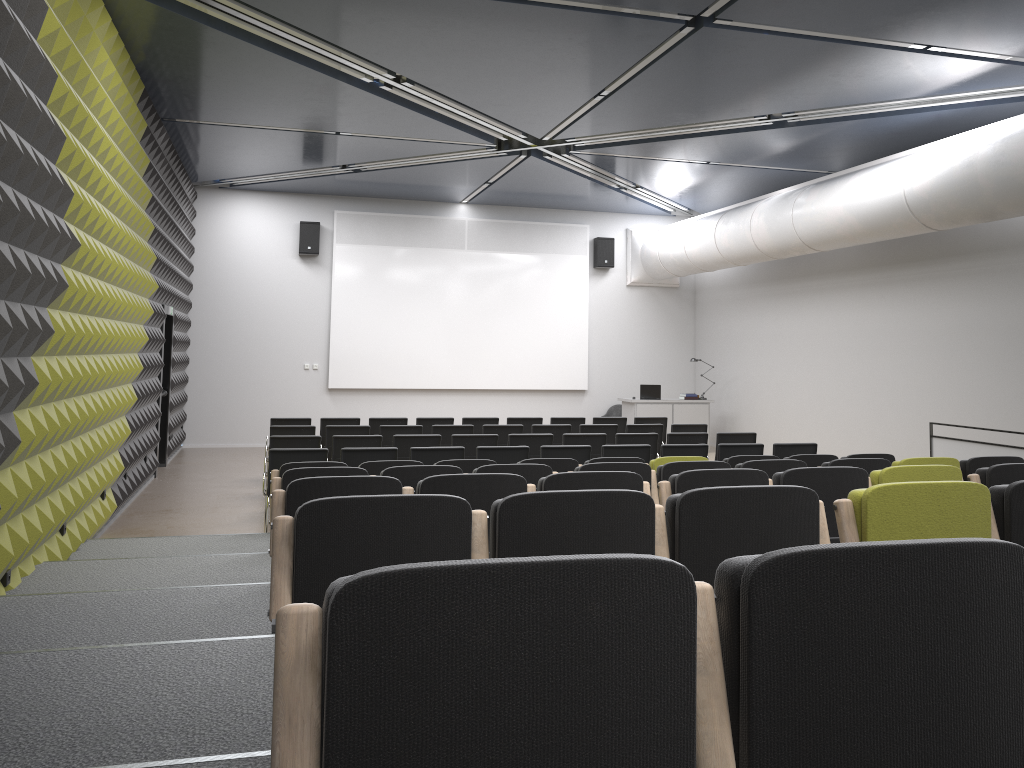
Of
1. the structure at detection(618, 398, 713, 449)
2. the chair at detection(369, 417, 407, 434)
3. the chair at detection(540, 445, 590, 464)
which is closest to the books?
the structure at detection(618, 398, 713, 449)

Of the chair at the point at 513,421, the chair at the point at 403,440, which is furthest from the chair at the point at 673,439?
the chair at the point at 403,440

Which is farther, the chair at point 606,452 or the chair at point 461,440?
the chair at point 461,440

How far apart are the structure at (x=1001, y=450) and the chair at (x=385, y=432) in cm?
620

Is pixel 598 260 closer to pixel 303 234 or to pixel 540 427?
pixel 303 234

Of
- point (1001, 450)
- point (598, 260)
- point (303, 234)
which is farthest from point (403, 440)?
point (598, 260)

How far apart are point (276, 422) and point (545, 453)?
4.73m

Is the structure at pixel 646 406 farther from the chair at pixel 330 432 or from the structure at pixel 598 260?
the chair at pixel 330 432

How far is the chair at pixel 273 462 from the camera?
8.5m

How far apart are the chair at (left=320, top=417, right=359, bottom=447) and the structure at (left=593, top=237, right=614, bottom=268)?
7.5 meters
